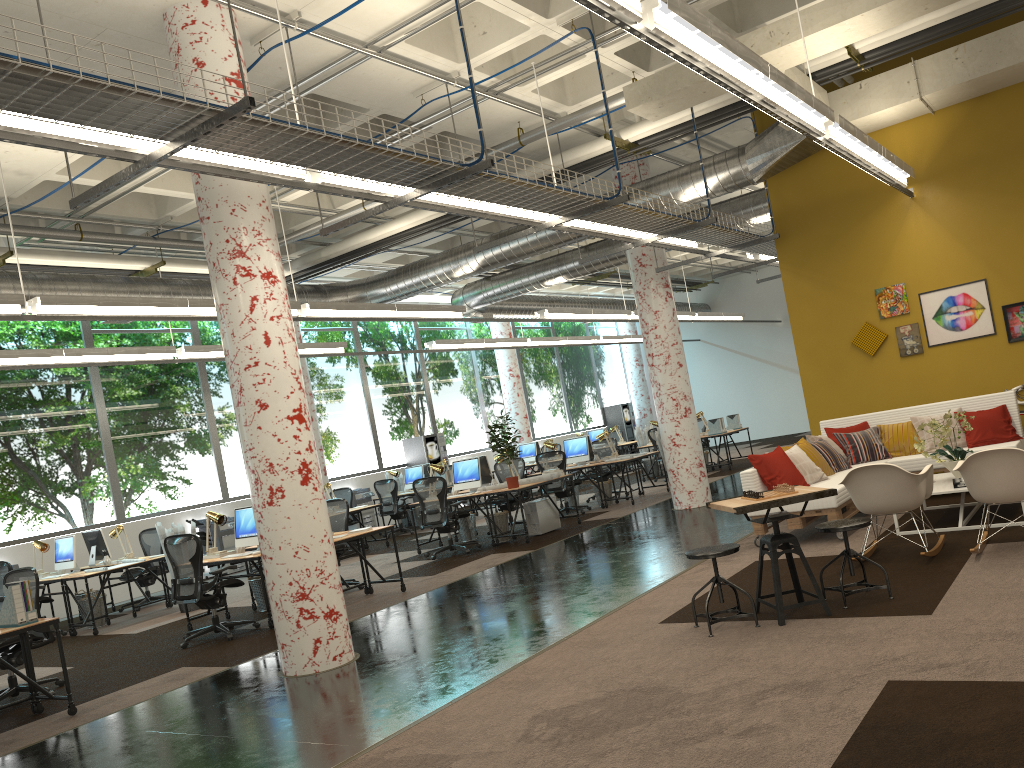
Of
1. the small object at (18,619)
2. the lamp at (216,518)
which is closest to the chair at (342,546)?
the lamp at (216,518)

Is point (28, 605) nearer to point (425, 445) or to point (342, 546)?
point (342, 546)

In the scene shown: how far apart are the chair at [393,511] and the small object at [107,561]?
5.5 meters

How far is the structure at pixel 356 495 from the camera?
17.6m

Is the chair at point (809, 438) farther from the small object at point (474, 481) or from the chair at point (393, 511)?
the chair at point (393, 511)

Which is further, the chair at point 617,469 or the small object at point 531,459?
the small object at point 531,459

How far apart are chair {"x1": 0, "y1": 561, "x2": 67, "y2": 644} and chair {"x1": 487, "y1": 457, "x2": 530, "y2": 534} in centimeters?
616cm

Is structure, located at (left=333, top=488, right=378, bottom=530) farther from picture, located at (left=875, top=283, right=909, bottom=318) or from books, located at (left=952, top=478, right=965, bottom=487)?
books, located at (left=952, top=478, right=965, bottom=487)

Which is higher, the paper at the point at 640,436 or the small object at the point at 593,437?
the small object at the point at 593,437

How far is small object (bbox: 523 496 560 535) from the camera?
12.21m
